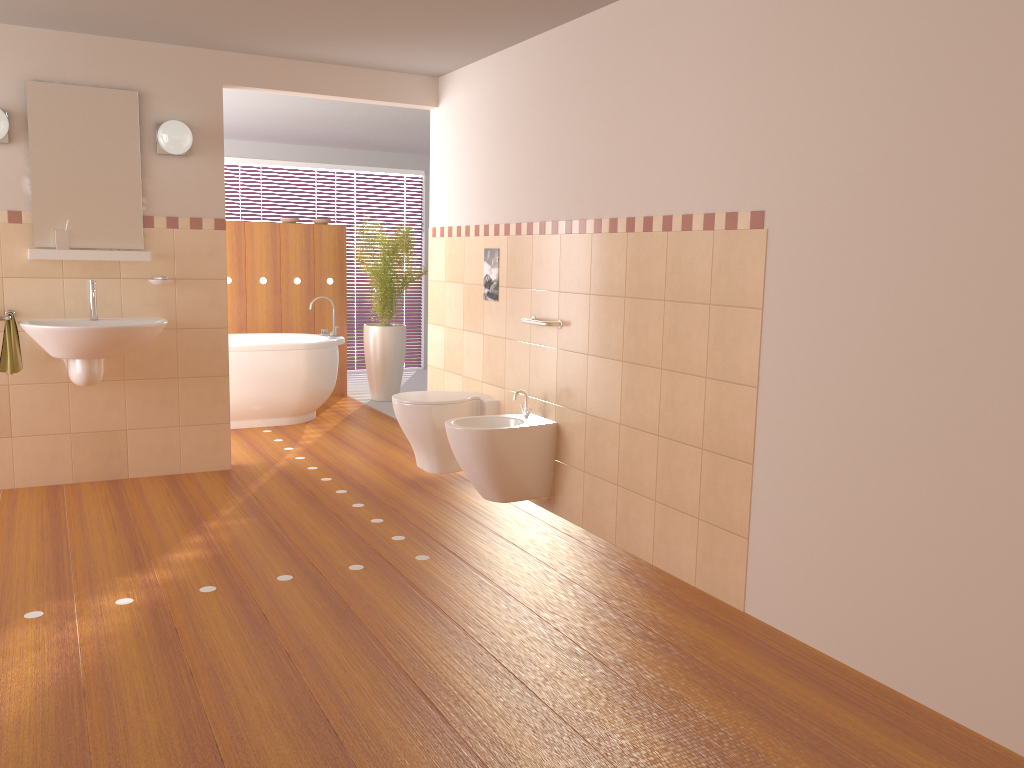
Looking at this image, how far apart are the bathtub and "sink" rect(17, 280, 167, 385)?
1.4m

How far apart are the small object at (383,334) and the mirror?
2.62m

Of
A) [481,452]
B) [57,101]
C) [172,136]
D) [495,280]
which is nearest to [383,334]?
[495,280]

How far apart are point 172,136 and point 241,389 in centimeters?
207cm

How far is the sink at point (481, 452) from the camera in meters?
4.0

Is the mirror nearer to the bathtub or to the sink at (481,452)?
the bathtub

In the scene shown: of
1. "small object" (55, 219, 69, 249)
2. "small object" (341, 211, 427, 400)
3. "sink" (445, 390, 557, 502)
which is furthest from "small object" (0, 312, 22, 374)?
"small object" (341, 211, 427, 400)

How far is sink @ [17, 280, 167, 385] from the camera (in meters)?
4.10

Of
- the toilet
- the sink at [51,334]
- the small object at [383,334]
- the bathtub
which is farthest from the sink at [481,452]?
the small object at [383,334]

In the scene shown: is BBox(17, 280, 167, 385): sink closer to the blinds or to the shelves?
the shelves
